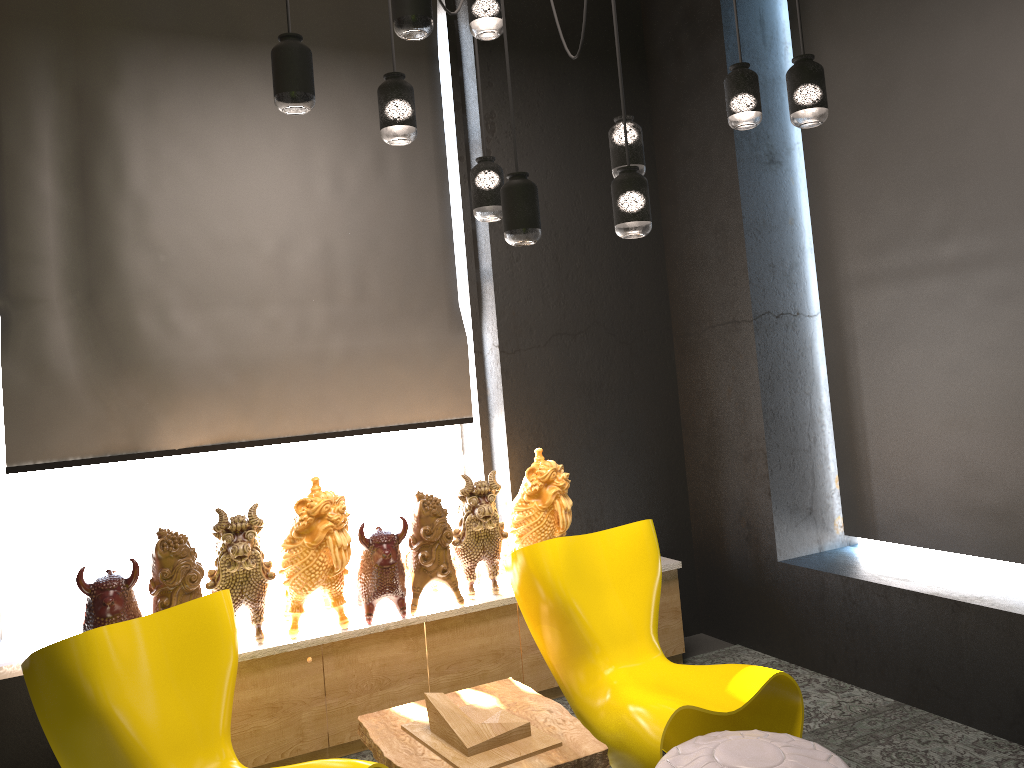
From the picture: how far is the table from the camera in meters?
2.9 m

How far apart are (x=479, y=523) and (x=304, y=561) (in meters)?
0.81

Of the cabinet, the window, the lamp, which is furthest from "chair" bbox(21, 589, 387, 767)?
the lamp

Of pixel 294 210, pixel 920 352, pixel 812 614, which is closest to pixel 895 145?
pixel 920 352

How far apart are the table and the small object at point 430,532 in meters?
0.5

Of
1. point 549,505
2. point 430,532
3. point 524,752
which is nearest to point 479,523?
point 430,532

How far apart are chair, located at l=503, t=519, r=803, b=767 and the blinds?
1.2m

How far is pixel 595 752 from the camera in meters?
2.9 m

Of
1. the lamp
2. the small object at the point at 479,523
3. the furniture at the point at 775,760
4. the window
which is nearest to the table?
the furniture at the point at 775,760

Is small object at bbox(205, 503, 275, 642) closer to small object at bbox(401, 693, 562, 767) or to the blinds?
the blinds
